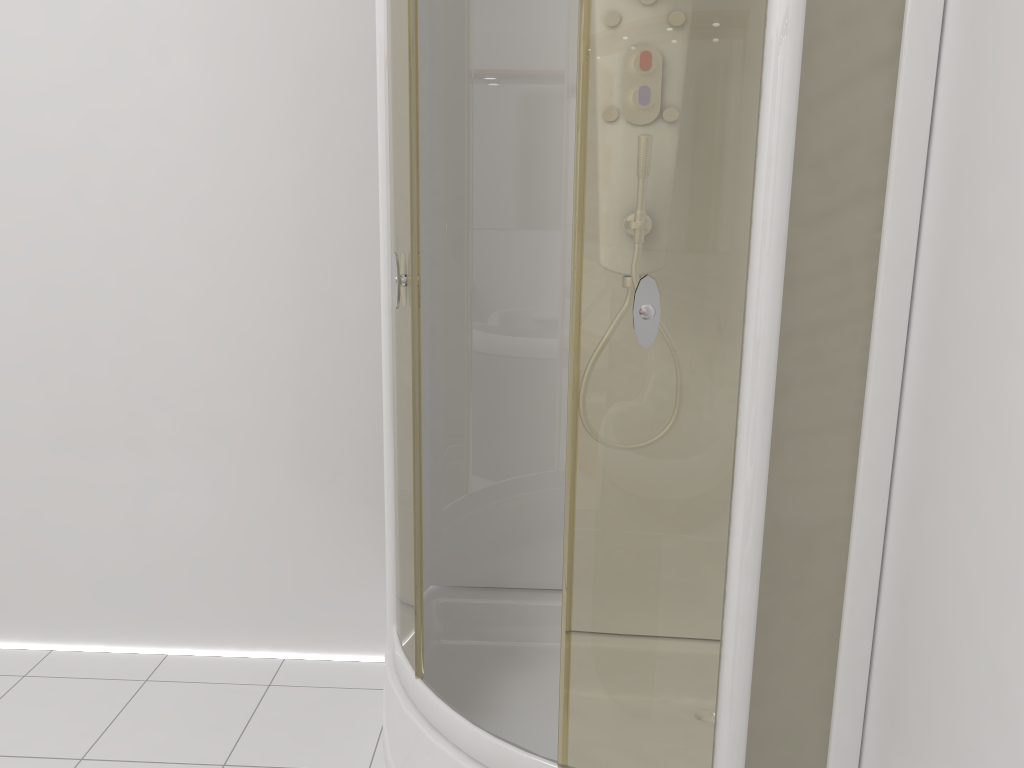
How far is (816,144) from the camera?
1.3m

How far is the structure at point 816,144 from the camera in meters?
1.3 m

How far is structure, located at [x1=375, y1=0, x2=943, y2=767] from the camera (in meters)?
1.28

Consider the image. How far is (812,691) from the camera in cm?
148
